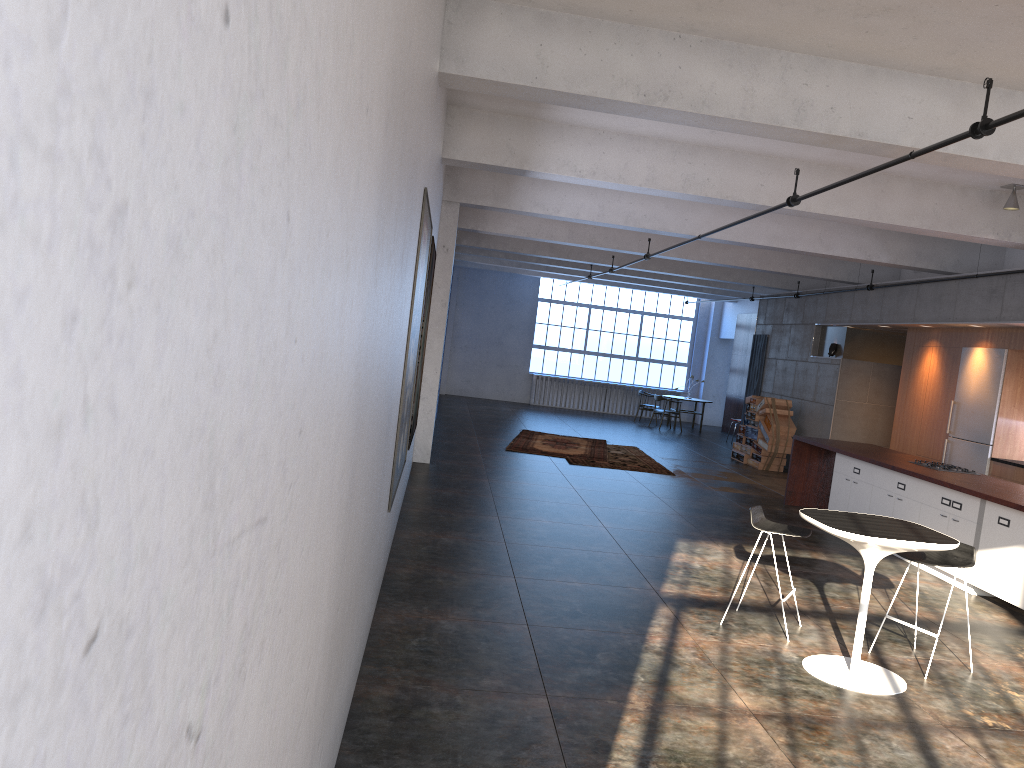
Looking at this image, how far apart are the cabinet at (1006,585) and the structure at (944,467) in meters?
0.5 m

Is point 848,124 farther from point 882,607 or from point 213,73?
point 213,73

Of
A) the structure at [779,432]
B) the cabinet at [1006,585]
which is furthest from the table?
the structure at [779,432]

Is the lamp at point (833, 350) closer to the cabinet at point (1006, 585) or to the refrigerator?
the refrigerator

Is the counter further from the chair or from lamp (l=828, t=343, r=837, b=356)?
lamp (l=828, t=343, r=837, b=356)

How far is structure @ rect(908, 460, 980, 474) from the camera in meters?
9.4

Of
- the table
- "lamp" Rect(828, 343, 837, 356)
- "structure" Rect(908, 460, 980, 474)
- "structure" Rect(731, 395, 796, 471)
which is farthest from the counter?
"lamp" Rect(828, 343, 837, 356)

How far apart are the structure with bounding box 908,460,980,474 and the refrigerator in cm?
184

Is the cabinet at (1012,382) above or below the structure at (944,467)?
above

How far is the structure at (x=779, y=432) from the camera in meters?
15.5
